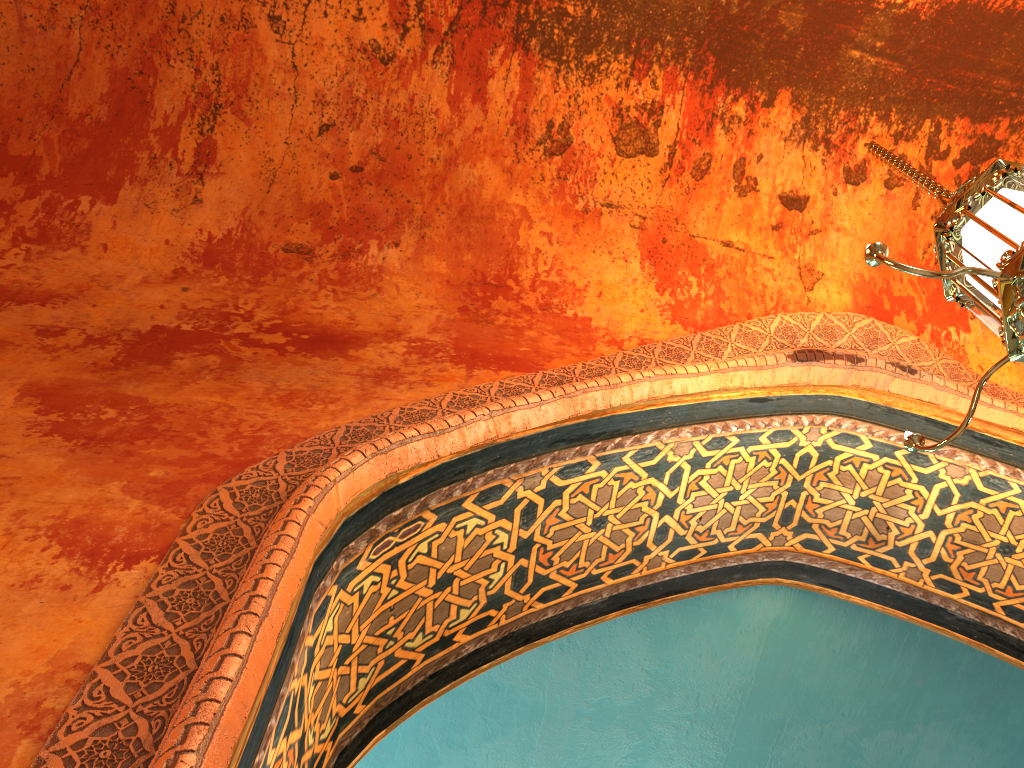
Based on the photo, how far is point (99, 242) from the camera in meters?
3.6

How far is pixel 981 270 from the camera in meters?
2.1

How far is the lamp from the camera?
2.09m

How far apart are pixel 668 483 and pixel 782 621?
1.3 meters

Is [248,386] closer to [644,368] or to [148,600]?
[148,600]
